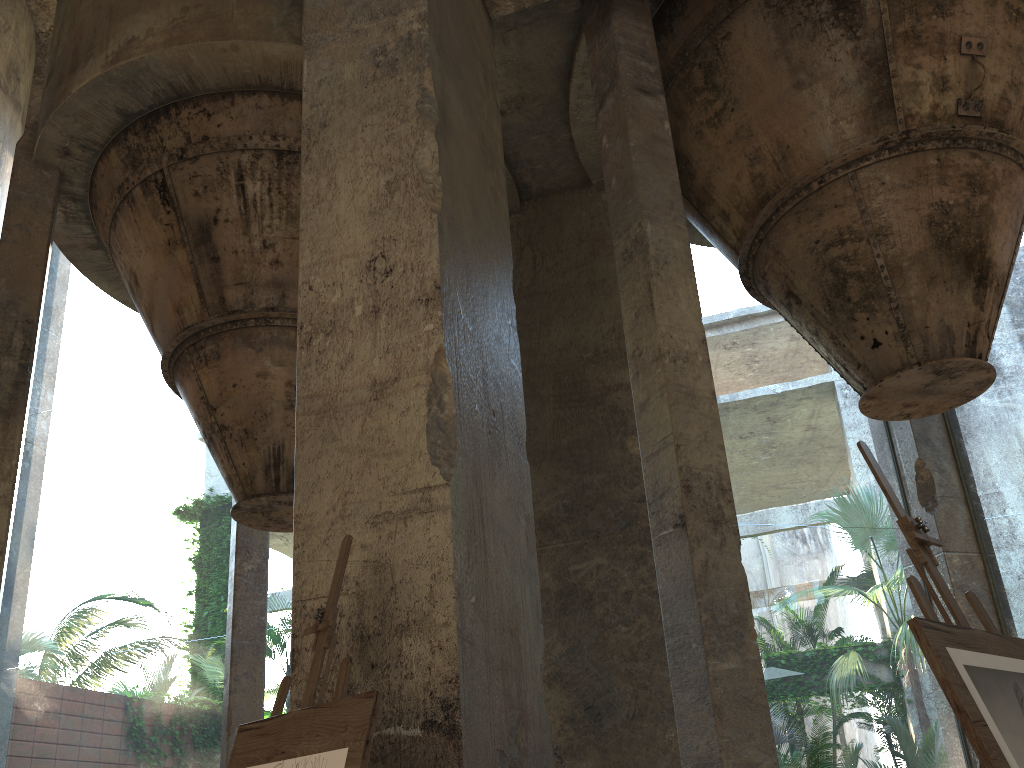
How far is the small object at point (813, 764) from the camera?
5.8 meters

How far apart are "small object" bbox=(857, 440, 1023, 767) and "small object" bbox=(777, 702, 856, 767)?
4.1 meters

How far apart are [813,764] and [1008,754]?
4.5 meters

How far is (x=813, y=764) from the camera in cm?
578

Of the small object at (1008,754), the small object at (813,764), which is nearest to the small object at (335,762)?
the small object at (1008,754)

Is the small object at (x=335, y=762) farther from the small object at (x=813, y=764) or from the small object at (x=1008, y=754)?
the small object at (x=813, y=764)

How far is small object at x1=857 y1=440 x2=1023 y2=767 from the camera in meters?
1.8

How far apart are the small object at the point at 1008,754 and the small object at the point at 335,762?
1.3m

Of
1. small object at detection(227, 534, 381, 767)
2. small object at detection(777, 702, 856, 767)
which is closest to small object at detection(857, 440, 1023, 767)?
small object at detection(227, 534, 381, 767)

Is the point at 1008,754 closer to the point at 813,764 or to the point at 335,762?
the point at 335,762
